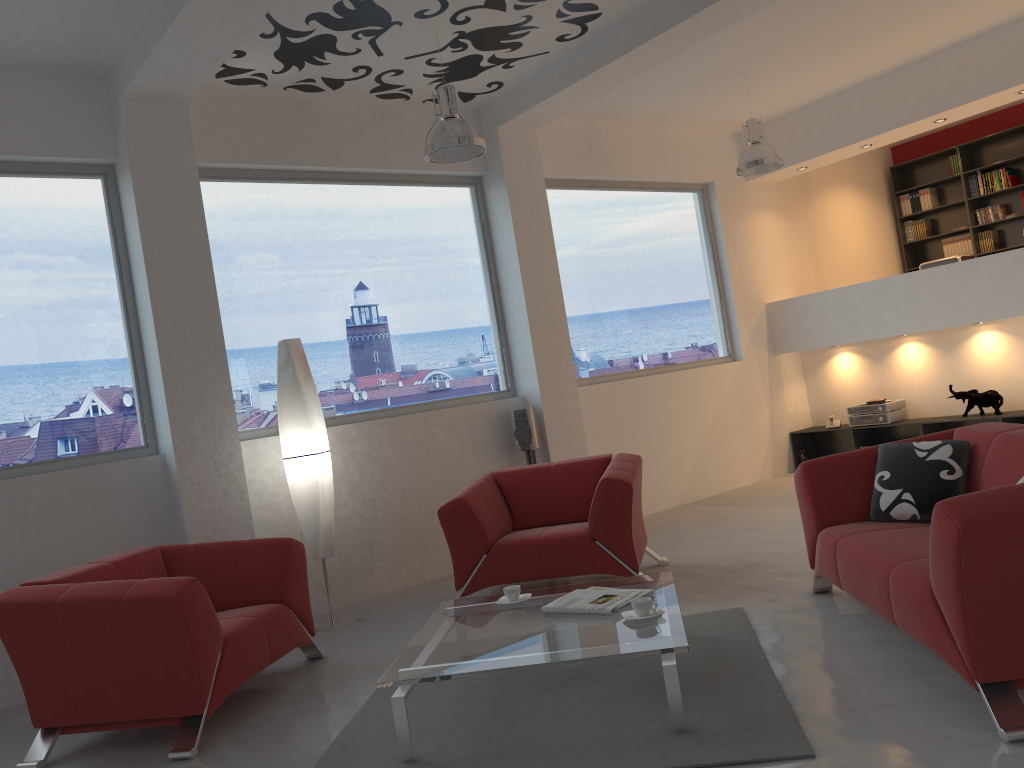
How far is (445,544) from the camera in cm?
646

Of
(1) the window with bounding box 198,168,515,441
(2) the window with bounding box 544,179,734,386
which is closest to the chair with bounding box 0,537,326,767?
(1) the window with bounding box 198,168,515,441

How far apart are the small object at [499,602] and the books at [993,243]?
8.4 meters

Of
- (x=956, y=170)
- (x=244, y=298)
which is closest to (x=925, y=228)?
(x=956, y=170)

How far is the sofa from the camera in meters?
2.6

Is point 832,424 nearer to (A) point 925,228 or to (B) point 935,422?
(B) point 935,422

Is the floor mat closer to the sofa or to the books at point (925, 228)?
the sofa

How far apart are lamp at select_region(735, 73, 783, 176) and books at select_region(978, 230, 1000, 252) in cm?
419

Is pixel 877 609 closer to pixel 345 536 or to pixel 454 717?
pixel 454 717

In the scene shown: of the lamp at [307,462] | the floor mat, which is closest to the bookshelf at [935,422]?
the floor mat
